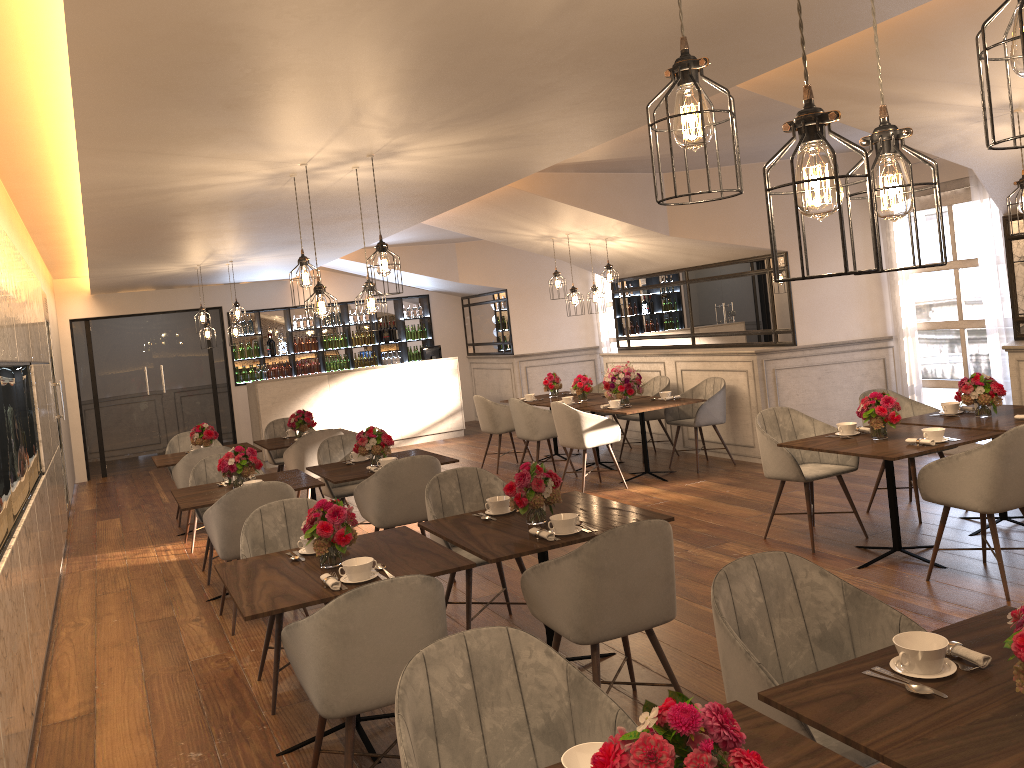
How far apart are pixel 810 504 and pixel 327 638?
3.8m

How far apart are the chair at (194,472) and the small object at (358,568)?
3.3 meters

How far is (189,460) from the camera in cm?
745

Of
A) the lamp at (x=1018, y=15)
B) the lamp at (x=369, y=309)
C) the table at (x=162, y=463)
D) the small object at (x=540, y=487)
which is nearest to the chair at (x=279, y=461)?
the table at (x=162, y=463)

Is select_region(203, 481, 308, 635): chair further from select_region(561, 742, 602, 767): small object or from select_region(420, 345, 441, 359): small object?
select_region(420, 345, 441, 359): small object

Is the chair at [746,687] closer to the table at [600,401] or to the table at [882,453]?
the table at [882,453]

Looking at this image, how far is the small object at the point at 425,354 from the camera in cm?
1328

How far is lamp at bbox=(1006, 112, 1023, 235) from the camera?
4.62m

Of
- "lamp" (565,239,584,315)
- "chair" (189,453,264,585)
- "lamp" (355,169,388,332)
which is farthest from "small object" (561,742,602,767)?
"lamp" (565,239,584,315)

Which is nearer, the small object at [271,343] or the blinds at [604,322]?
the blinds at [604,322]
